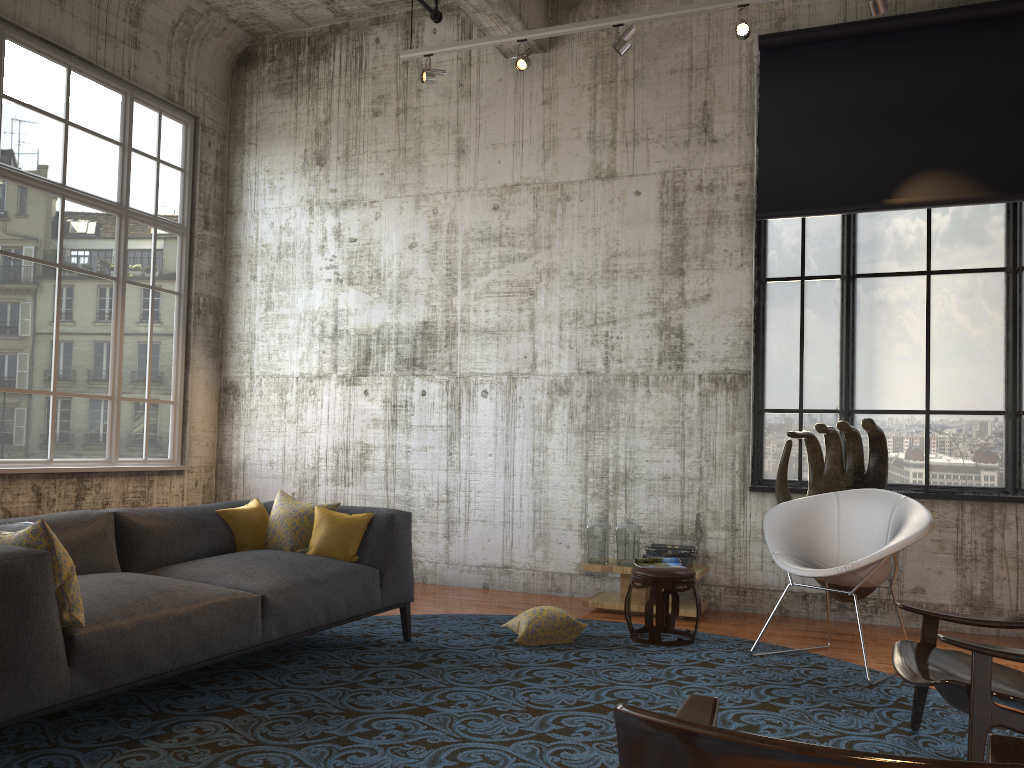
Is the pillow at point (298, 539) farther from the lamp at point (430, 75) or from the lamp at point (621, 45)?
the lamp at point (621, 45)

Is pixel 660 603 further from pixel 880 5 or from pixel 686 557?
pixel 880 5

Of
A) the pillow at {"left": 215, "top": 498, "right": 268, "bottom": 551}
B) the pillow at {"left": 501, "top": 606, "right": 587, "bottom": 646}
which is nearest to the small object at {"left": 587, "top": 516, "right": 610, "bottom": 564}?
the pillow at {"left": 501, "top": 606, "right": 587, "bottom": 646}

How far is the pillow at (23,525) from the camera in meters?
3.5

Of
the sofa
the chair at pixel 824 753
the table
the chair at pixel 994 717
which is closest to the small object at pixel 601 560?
the table

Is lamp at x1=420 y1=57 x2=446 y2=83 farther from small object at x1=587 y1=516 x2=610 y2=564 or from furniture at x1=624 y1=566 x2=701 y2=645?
furniture at x1=624 y1=566 x2=701 y2=645

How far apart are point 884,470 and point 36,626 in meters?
5.2 m

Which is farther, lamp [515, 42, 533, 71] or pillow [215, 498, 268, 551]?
lamp [515, 42, 533, 71]

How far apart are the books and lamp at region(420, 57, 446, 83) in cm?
403

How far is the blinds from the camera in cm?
638
